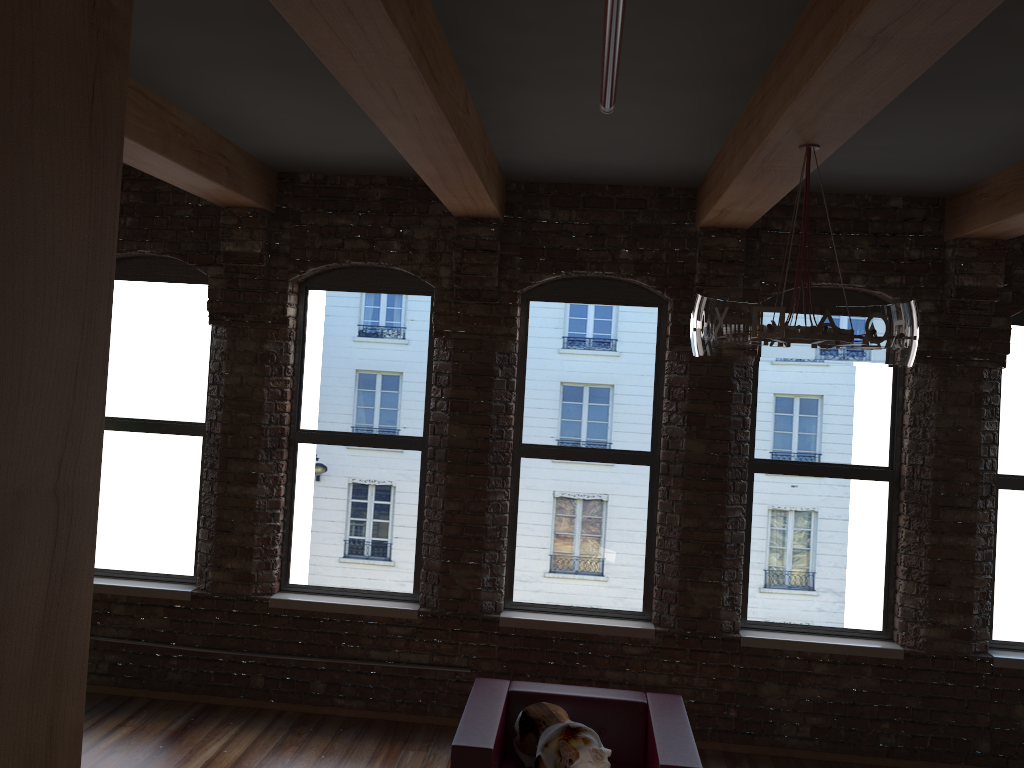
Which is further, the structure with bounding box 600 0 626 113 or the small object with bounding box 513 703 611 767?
the small object with bounding box 513 703 611 767

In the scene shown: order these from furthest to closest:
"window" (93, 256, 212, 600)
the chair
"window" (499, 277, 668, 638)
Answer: "window" (93, 256, 212, 600) < "window" (499, 277, 668, 638) < the chair

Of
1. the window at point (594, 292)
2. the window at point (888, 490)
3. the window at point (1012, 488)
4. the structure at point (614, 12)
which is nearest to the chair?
the window at point (594, 292)

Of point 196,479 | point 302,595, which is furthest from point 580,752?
point 196,479

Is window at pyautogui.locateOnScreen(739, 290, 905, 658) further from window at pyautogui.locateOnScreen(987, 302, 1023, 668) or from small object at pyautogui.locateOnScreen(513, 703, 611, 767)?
small object at pyautogui.locateOnScreen(513, 703, 611, 767)

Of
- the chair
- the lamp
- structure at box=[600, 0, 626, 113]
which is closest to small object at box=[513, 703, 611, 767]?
the chair

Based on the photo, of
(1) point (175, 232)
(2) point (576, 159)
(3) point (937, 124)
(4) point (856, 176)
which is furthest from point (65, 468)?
(1) point (175, 232)

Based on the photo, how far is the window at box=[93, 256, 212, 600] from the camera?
5.88m

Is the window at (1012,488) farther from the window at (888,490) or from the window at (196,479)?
the window at (196,479)

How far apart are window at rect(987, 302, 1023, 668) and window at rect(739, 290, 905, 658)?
0.6m
